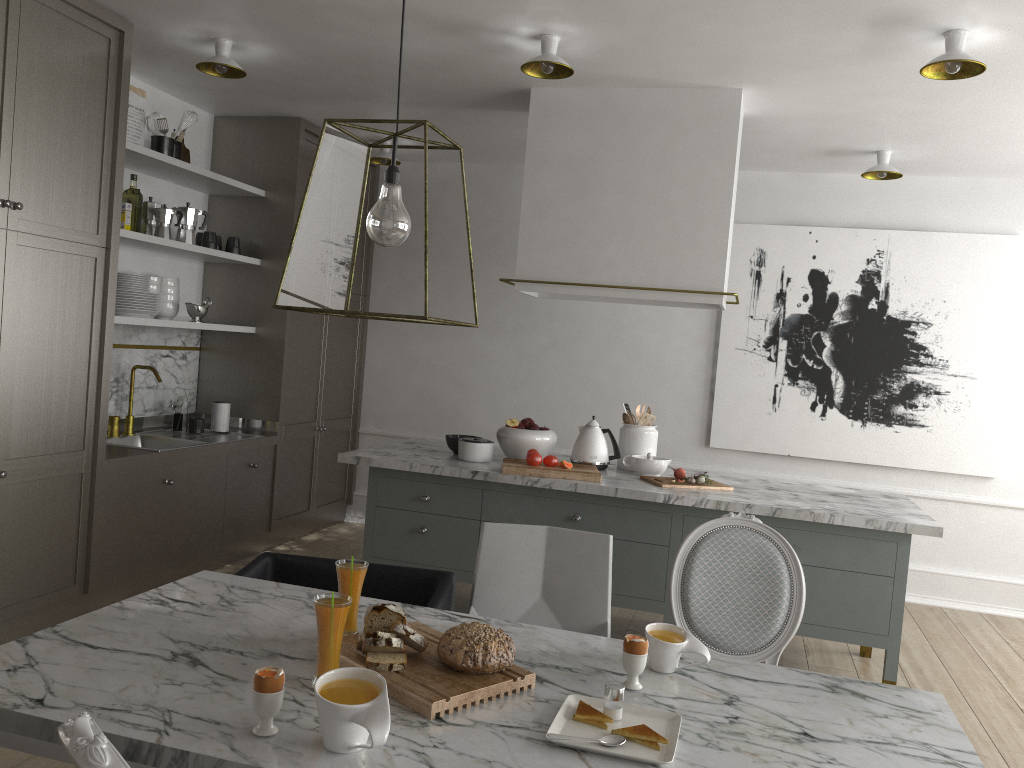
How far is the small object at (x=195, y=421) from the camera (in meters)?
4.58

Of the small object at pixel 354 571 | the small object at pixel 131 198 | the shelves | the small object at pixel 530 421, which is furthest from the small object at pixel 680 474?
the small object at pixel 131 198

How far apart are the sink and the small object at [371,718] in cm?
314

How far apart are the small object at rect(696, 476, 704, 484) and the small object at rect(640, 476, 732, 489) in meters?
0.0 m

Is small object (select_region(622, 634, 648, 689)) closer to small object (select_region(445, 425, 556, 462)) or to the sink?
small object (select_region(445, 425, 556, 462))

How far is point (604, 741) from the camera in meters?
1.5 m

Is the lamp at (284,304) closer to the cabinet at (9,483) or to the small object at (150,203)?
the cabinet at (9,483)

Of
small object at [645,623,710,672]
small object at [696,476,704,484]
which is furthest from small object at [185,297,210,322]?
small object at [645,623,710,672]

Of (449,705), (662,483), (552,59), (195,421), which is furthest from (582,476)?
(195,421)

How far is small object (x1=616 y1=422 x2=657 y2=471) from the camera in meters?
4.0
